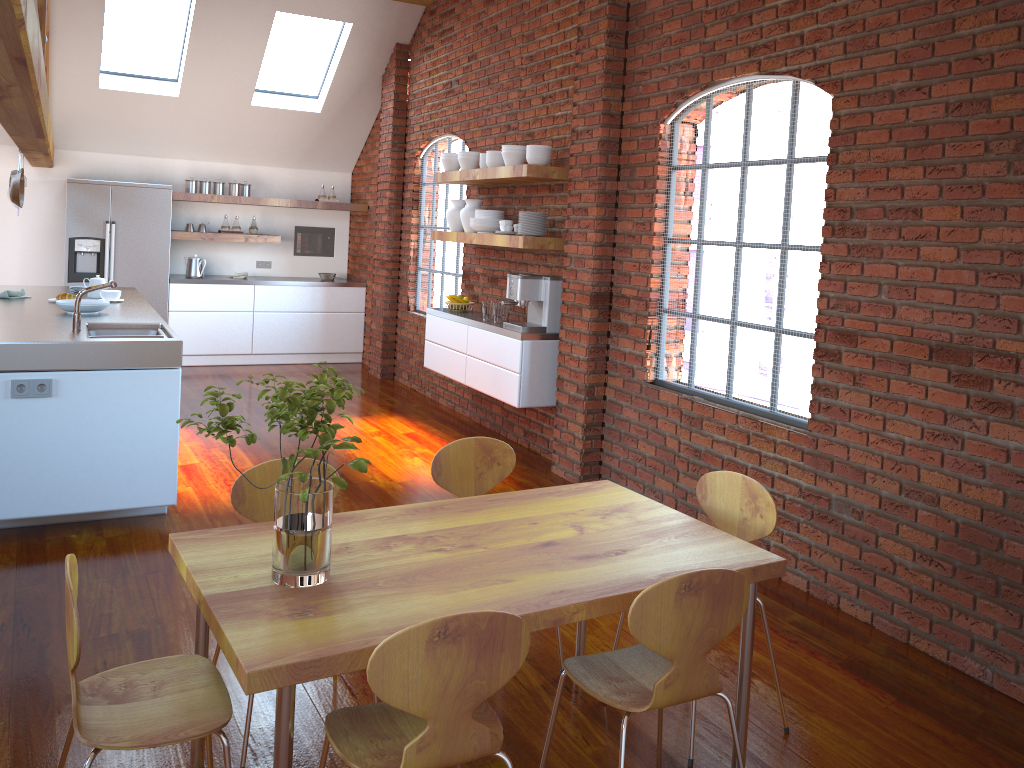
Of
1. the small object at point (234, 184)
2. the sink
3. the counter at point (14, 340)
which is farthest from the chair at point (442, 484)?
the small object at point (234, 184)

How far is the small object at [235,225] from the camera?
8.96m

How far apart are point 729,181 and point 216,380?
5.7 meters

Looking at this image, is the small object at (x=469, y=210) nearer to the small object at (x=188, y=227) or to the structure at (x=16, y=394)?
the structure at (x=16, y=394)

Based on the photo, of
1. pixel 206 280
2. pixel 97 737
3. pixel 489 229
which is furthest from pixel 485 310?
pixel 97 737

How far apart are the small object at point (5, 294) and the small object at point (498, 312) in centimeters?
308cm

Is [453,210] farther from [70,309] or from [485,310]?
[70,309]

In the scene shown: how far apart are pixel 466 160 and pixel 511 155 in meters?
0.7

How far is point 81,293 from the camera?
4.29m

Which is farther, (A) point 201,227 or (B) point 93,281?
(A) point 201,227
